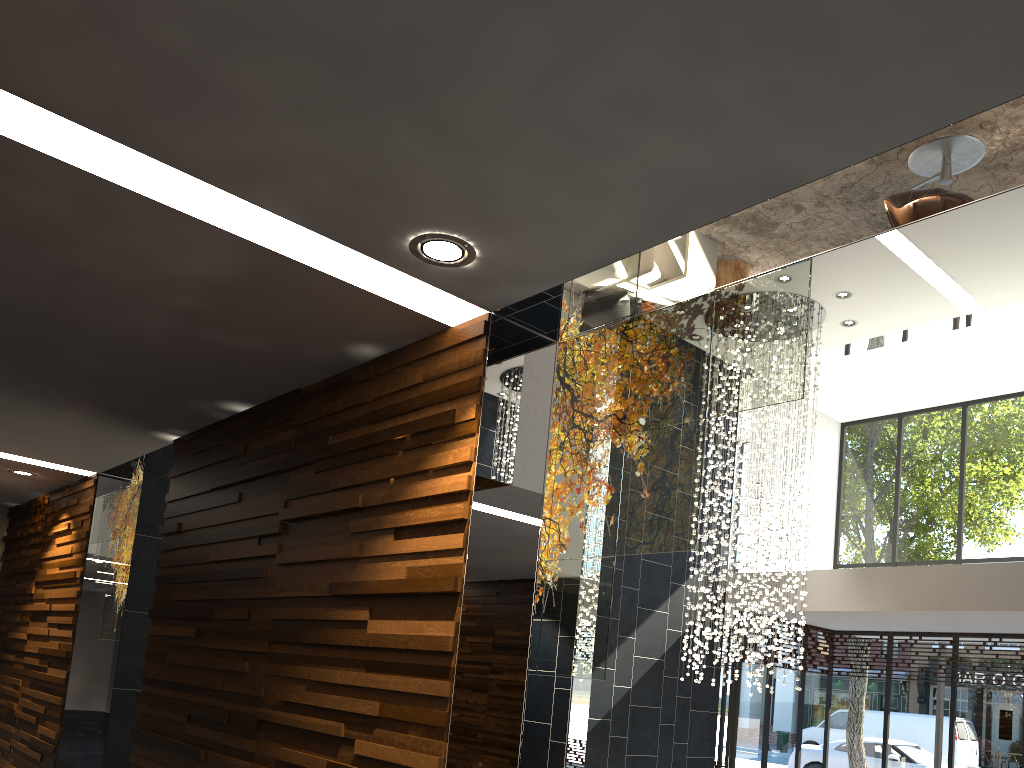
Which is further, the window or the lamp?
the window

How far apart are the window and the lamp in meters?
1.6 m

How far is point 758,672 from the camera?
8.8m

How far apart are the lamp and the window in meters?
1.6 m

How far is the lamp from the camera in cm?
884

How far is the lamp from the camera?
8.8m

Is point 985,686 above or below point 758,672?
above

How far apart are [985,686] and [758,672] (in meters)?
3.76

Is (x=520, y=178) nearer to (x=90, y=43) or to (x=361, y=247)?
(x=361, y=247)
